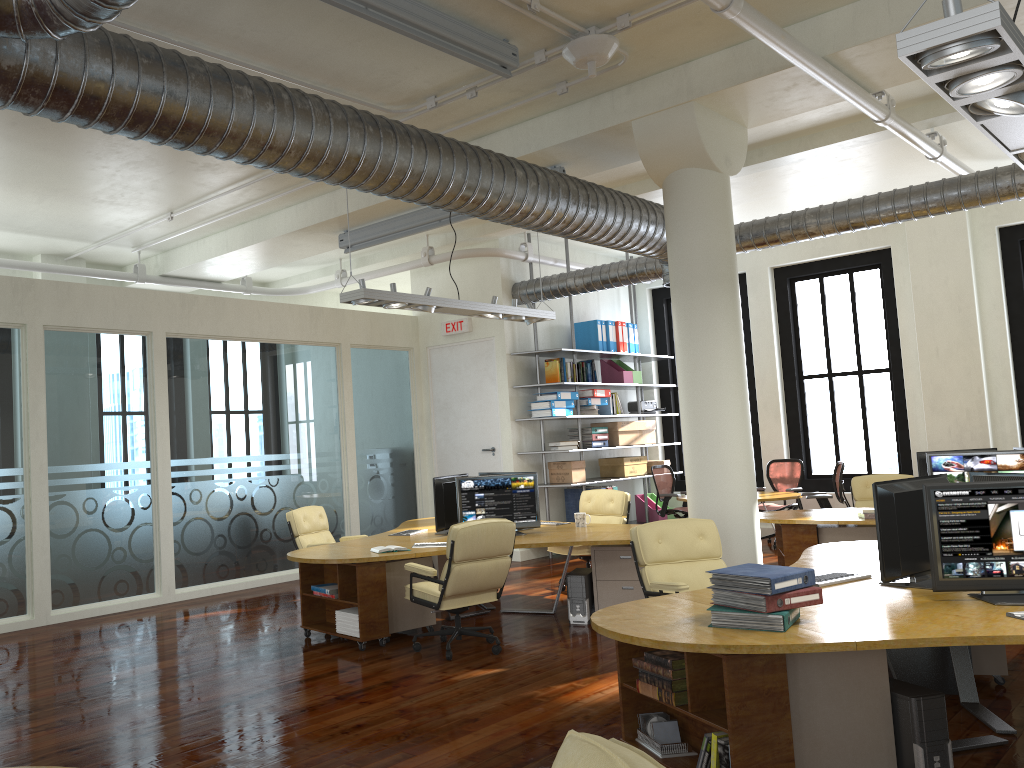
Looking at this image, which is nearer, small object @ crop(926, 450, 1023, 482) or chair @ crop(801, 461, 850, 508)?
small object @ crop(926, 450, 1023, 482)

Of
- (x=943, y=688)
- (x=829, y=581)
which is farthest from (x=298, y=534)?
(x=943, y=688)

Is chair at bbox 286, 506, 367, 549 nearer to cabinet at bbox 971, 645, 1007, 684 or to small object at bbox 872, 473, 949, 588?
small object at bbox 872, 473, 949, 588

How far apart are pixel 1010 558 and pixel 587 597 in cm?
376

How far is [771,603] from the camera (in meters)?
3.74

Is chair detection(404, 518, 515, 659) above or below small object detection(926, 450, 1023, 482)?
below

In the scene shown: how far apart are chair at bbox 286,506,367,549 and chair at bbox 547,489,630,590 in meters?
2.4 m

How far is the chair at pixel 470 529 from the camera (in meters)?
6.50

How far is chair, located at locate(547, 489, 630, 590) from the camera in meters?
9.3 m

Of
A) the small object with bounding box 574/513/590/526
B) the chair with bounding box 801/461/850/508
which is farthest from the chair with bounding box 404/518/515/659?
the chair with bounding box 801/461/850/508
